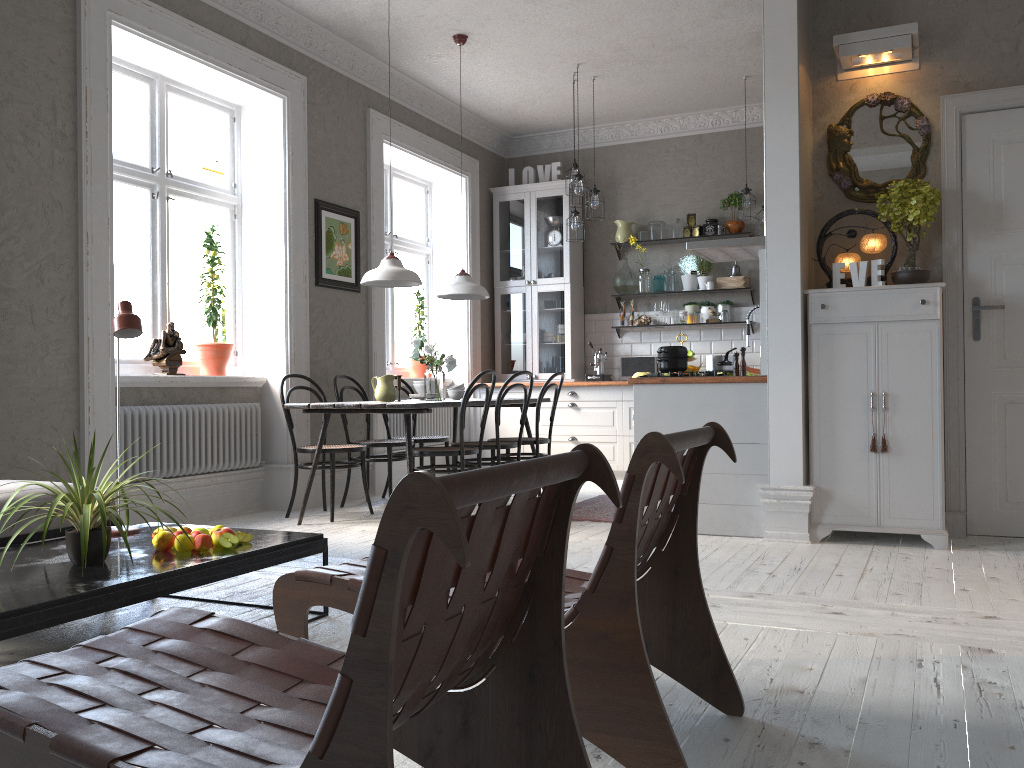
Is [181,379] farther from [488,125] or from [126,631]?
[488,125]

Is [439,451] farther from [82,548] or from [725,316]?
[725,316]

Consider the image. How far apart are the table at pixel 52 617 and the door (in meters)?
3.29

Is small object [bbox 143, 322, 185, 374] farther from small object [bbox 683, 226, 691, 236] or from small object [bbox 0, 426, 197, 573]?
small object [bbox 683, 226, 691, 236]

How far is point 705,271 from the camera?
7.9m

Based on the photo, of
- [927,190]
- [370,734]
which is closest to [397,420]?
[927,190]

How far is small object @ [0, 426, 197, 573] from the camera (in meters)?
2.44

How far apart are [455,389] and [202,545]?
3.4 meters

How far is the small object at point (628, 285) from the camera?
8.2 meters

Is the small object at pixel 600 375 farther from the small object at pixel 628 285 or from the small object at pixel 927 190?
the small object at pixel 927 190
